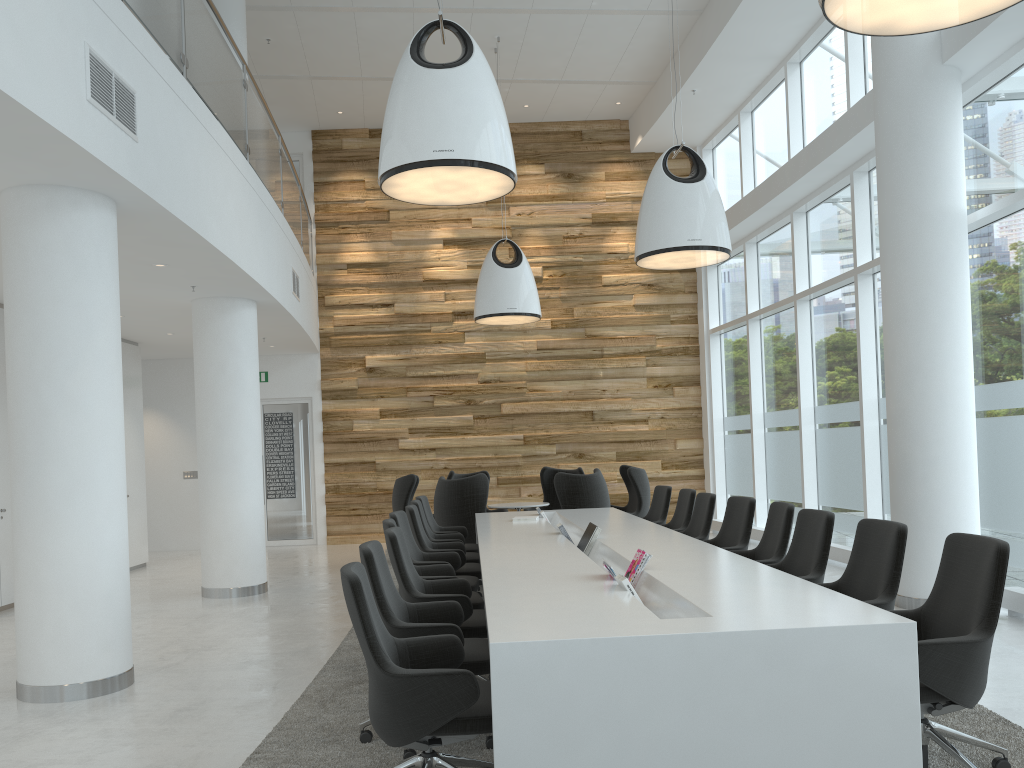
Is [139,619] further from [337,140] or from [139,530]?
[337,140]

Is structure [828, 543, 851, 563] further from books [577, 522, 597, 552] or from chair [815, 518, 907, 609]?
chair [815, 518, 907, 609]

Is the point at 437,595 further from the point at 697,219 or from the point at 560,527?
the point at 697,219

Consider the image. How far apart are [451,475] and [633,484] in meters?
2.7

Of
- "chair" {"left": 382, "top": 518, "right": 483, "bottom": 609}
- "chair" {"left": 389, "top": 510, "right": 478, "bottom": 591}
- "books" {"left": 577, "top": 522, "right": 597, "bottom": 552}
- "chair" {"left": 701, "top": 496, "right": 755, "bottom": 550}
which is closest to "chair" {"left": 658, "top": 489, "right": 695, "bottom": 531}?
"chair" {"left": 701, "top": 496, "right": 755, "bottom": 550}

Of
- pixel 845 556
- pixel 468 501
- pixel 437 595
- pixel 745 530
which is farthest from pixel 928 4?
pixel 468 501

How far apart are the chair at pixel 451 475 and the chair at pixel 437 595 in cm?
703

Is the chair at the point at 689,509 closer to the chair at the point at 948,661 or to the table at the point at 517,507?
the table at the point at 517,507

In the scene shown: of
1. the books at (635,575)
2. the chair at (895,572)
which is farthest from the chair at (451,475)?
the chair at (895,572)

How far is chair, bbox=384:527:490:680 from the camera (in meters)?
4.84
